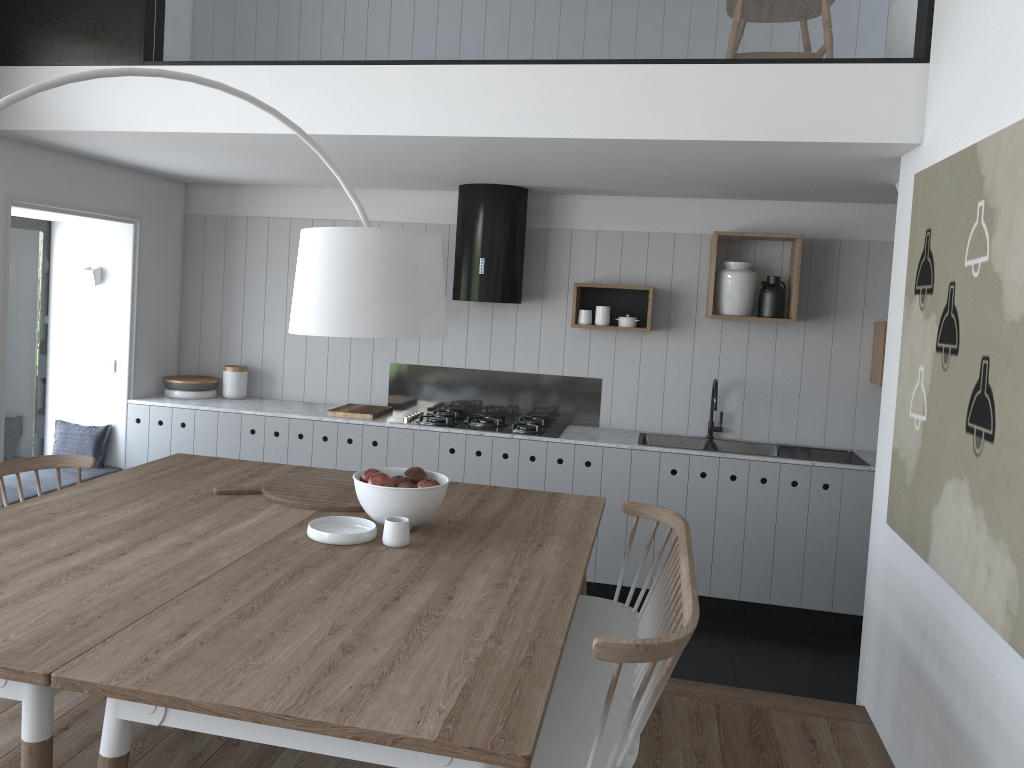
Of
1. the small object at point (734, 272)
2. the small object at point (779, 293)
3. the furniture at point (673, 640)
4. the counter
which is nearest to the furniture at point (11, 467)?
the counter

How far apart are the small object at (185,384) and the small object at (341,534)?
3.0m

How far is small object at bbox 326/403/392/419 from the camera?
5.2m

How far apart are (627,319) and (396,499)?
2.7 meters

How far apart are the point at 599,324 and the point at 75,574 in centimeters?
342cm

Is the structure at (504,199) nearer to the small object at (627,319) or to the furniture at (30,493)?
the small object at (627,319)

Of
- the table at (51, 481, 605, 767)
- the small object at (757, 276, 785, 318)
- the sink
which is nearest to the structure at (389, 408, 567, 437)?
the sink

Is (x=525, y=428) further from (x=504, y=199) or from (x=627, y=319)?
(x=504, y=199)

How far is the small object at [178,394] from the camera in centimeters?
552cm

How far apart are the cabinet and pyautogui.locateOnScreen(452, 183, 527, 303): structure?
0.8m
